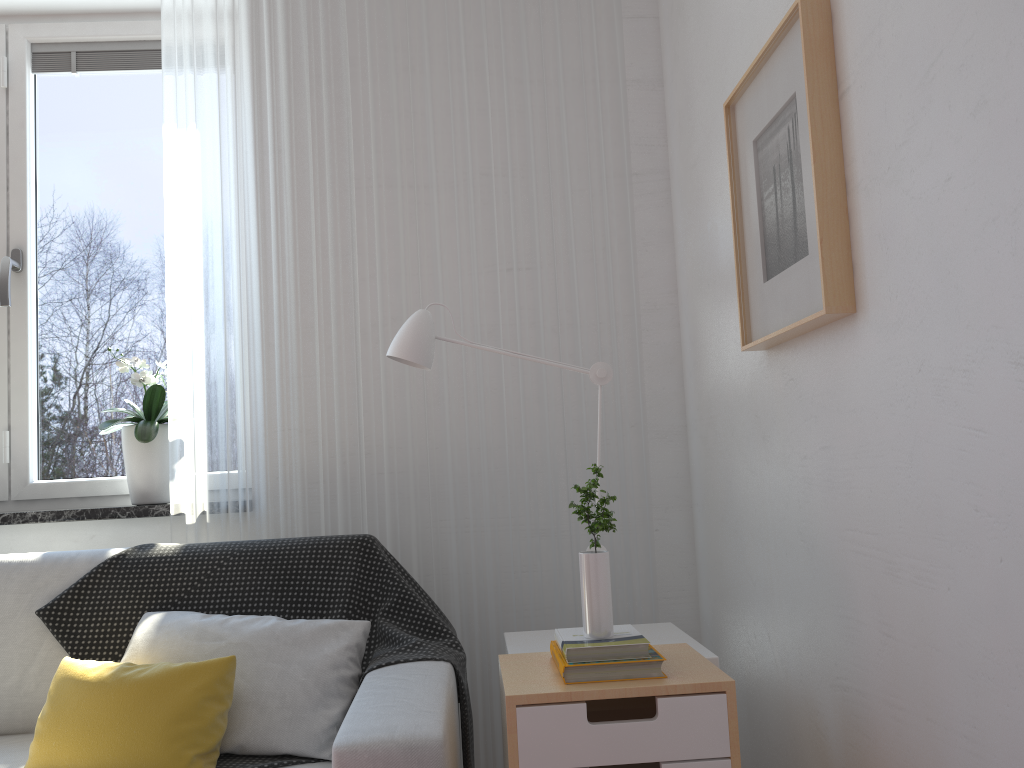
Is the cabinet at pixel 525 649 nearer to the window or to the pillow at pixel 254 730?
the pillow at pixel 254 730

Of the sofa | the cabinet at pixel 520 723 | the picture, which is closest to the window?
the sofa

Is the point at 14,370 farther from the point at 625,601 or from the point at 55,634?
the point at 625,601

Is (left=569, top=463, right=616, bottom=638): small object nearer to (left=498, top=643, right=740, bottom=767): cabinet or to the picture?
(left=498, top=643, right=740, bottom=767): cabinet

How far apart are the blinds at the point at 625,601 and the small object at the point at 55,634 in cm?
10

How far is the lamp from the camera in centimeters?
193cm

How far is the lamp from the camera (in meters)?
1.93

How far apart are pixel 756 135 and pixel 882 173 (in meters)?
0.44

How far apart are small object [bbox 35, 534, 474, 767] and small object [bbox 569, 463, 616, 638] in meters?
0.5

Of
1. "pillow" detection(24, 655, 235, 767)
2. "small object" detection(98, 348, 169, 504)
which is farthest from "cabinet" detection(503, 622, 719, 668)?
"small object" detection(98, 348, 169, 504)
